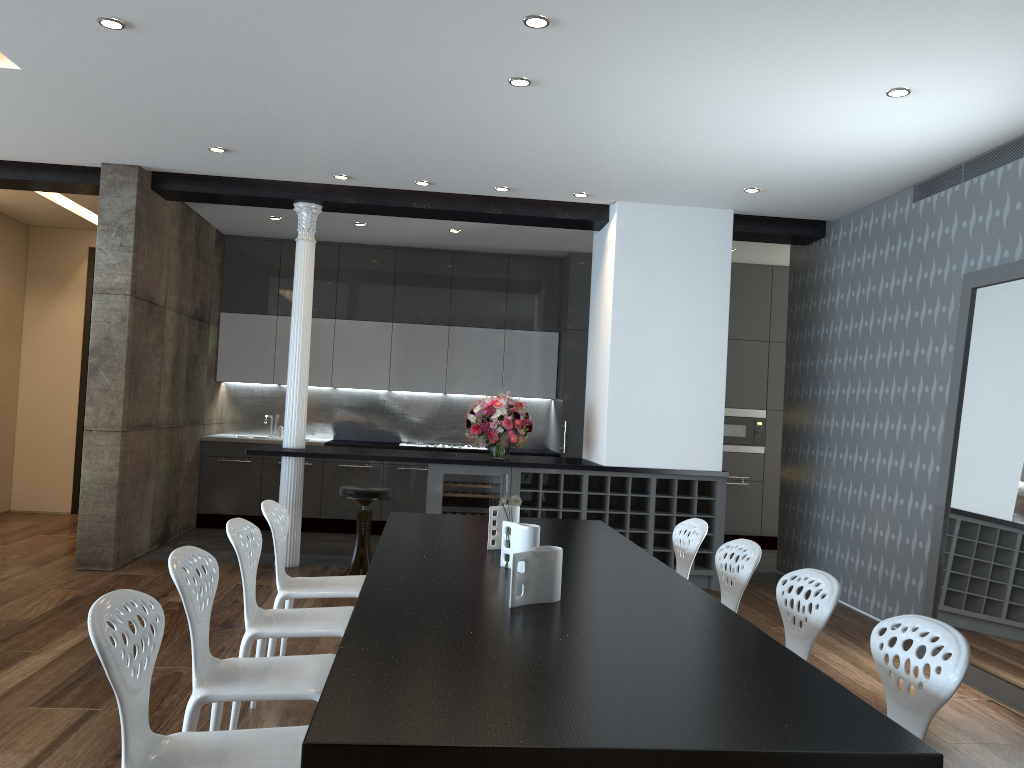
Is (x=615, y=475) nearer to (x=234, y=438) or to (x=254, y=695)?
(x=234, y=438)

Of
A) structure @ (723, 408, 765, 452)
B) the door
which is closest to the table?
structure @ (723, 408, 765, 452)

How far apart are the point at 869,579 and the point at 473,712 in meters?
5.3 m

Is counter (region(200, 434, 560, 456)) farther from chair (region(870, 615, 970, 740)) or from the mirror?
chair (region(870, 615, 970, 740))

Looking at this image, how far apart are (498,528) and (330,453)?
3.1 meters

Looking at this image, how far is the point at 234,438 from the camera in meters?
8.8 m

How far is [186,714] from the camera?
2.66m

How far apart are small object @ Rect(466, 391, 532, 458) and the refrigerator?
0.2m

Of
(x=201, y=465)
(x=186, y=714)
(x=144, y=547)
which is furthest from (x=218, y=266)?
(x=186, y=714)

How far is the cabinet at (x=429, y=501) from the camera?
6.76m
